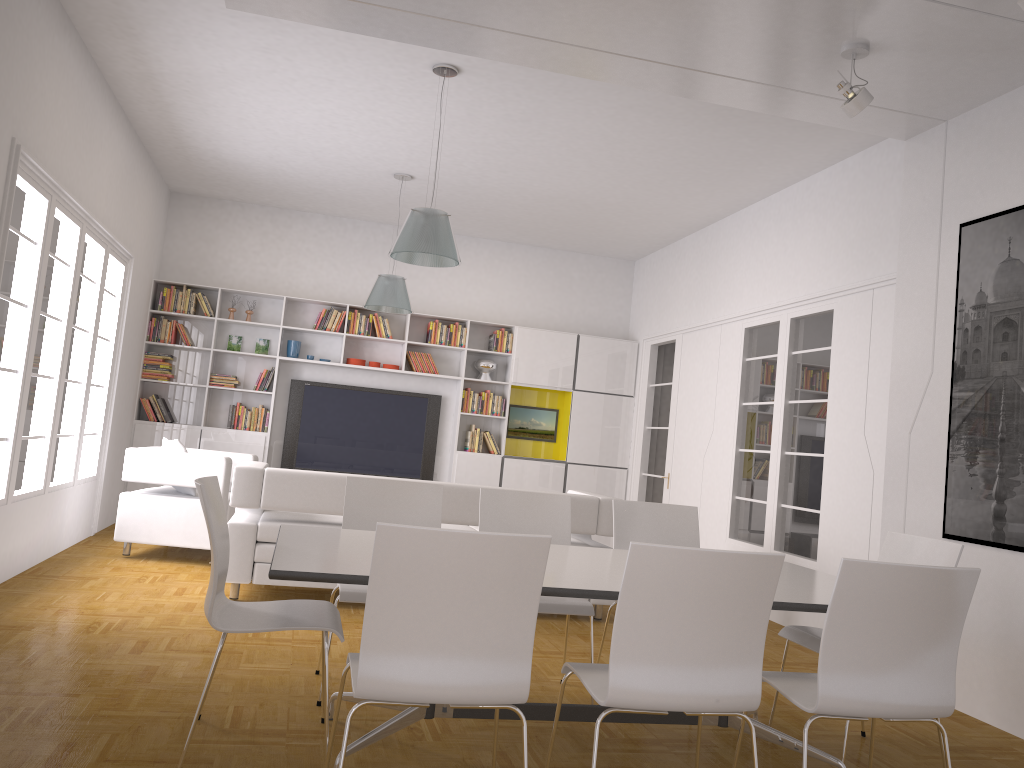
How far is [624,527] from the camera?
4.6 meters

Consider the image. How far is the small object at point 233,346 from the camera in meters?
9.5

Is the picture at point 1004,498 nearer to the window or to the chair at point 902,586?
the chair at point 902,586

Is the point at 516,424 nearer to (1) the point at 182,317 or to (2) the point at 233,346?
(2) the point at 233,346

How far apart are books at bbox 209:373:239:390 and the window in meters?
1.5

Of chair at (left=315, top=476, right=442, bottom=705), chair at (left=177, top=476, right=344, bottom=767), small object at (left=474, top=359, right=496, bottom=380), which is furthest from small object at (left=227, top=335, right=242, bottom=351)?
chair at (left=177, top=476, right=344, bottom=767)

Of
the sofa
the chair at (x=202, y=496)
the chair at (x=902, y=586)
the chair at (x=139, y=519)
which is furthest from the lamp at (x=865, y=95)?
the chair at (x=139, y=519)

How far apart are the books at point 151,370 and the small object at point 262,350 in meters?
0.9 m

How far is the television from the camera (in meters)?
9.62

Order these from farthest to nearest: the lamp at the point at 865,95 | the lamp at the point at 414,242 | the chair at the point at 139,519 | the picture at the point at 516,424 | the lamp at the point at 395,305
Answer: the picture at the point at 516,424
the lamp at the point at 395,305
the chair at the point at 139,519
the lamp at the point at 414,242
the lamp at the point at 865,95
